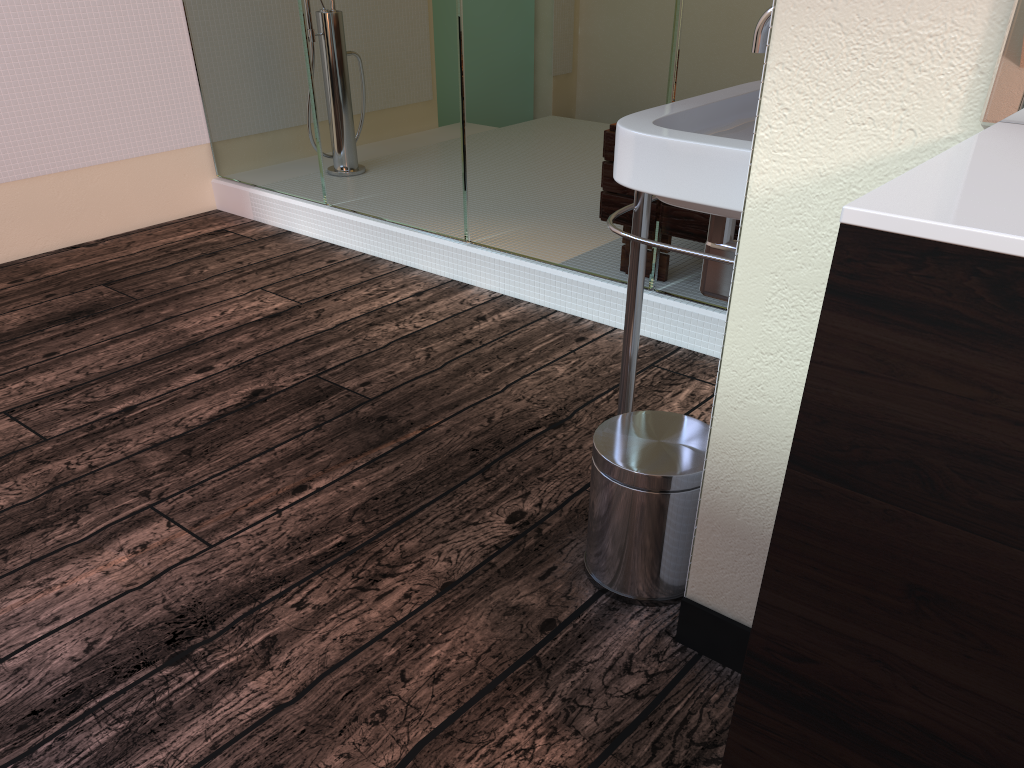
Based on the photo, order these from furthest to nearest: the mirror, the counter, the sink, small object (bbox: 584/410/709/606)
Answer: small object (bbox: 584/410/709/606), the sink, the mirror, the counter

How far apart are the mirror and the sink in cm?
38

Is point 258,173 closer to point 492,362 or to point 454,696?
point 492,362

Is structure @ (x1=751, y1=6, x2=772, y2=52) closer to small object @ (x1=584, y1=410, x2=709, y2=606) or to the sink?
the sink

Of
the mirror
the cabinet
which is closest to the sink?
the mirror

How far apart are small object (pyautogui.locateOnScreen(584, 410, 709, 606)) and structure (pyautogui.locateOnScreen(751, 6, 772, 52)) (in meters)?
0.61

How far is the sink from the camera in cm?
123

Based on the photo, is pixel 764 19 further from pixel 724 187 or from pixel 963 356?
pixel 963 356

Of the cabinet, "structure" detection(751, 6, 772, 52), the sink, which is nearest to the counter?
the cabinet

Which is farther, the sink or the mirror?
the sink
